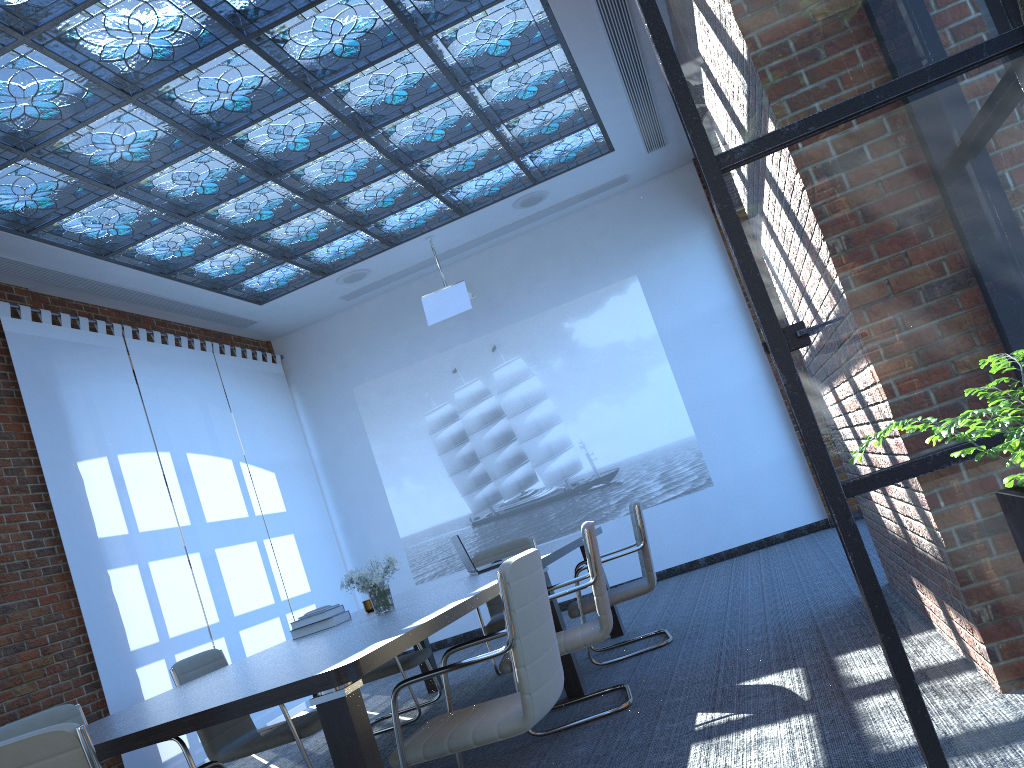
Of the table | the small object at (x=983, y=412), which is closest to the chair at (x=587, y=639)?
the table

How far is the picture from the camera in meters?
9.3 m

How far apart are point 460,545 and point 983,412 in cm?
496

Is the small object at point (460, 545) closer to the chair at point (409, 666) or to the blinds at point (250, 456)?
the chair at point (409, 666)

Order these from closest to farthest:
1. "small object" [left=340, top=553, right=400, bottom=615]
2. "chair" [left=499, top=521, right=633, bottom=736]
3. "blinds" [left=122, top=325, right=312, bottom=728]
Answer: "chair" [left=499, top=521, right=633, bottom=736] → "small object" [left=340, top=553, right=400, bottom=615] → "blinds" [left=122, top=325, right=312, bottom=728]

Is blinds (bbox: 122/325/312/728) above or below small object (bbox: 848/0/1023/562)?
above

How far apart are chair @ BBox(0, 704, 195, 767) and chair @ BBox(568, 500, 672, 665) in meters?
2.5 m

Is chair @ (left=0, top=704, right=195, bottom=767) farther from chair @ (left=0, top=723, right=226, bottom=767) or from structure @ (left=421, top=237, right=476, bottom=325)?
structure @ (left=421, top=237, right=476, bottom=325)

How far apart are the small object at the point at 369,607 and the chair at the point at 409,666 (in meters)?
0.68

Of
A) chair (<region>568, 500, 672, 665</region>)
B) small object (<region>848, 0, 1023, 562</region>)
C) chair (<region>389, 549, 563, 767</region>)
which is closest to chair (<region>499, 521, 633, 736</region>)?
chair (<region>389, 549, 563, 767</region>)
